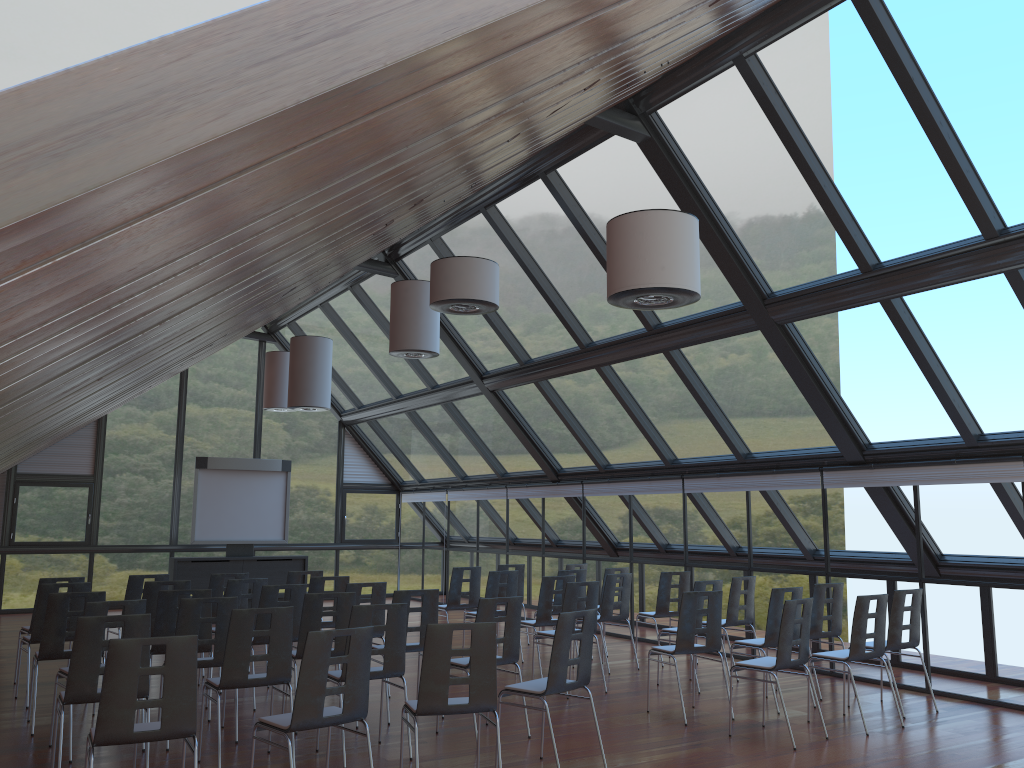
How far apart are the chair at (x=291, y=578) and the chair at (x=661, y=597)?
4.28m

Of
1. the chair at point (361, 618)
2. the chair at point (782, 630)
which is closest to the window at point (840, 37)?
the chair at point (782, 630)

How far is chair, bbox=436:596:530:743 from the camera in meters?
7.5

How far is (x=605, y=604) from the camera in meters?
11.0

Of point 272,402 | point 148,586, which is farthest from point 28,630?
point 272,402

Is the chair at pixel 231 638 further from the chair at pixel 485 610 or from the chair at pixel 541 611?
the chair at pixel 541 611

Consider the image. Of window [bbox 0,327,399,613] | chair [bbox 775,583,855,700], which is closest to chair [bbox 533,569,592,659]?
chair [bbox 775,583,855,700]

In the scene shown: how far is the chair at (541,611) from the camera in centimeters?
1052cm

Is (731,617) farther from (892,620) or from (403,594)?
(403,594)

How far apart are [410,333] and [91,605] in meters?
5.5
